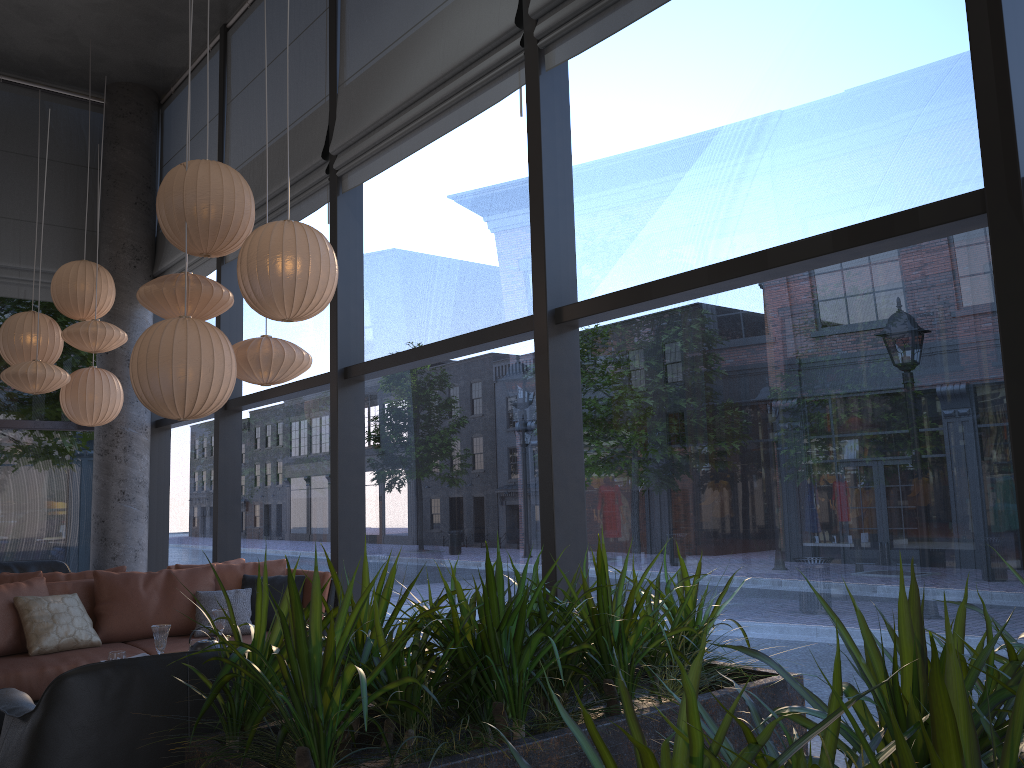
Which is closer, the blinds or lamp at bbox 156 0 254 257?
lamp at bbox 156 0 254 257

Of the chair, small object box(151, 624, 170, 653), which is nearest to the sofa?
small object box(151, 624, 170, 653)

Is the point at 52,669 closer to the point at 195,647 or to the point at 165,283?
the point at 195,647

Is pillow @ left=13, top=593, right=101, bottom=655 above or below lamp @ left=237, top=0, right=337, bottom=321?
below

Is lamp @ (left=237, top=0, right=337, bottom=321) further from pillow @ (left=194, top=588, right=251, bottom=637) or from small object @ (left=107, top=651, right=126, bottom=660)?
pillow @ (left=194, top=588, right=251, bottom=637)

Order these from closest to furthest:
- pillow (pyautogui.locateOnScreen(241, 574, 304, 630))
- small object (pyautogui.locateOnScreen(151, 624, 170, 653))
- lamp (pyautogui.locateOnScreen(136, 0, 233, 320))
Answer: small object (pyautogui.locateOnScreen(151, 624, 170, 653)) < lamp (pyautogui.locateOnScreen(136, 0, 233, 320)) < pillow (pyautogui.locateOnScreen(241, 574, 304, 630))

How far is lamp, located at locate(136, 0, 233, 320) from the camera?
4.33m

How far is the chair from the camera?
2.4m

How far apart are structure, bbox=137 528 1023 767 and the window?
2.0m

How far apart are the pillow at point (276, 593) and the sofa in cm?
5
